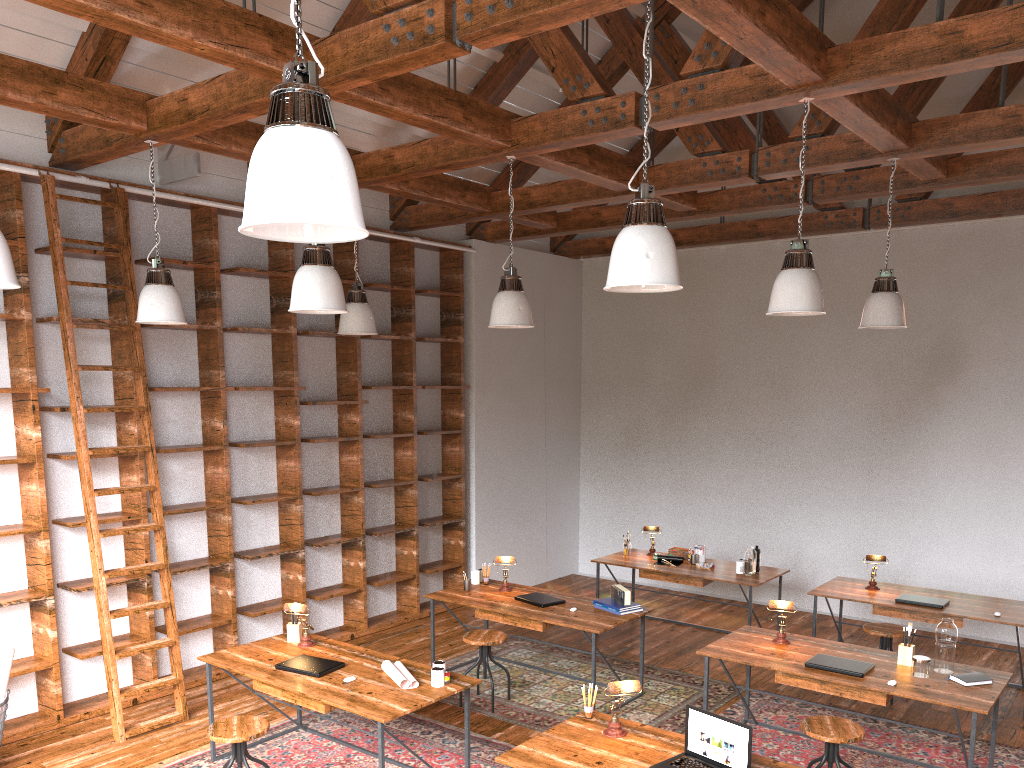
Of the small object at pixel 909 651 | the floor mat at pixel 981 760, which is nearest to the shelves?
the floor mat at pixel 981 760

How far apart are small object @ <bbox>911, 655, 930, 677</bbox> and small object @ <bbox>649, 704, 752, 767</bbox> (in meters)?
1.76

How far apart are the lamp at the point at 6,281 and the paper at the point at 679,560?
5.80m

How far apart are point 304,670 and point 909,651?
3.3 meters

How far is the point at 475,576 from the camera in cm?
681

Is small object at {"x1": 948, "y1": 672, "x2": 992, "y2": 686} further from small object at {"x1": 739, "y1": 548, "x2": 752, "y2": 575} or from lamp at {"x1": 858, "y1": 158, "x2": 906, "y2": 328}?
small object at {"x1": 739, "y1": 548, "x2": 752, "y2": 575}

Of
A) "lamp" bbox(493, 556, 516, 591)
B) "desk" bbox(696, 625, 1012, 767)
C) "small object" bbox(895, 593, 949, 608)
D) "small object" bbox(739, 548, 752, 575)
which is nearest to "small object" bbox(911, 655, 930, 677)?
"desk" bbox(696, 625, 1012, 767)

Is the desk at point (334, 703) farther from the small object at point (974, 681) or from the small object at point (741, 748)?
the small object at point (974, 681)

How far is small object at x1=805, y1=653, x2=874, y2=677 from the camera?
4.7m

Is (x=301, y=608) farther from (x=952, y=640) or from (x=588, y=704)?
(x=952, y=640)
